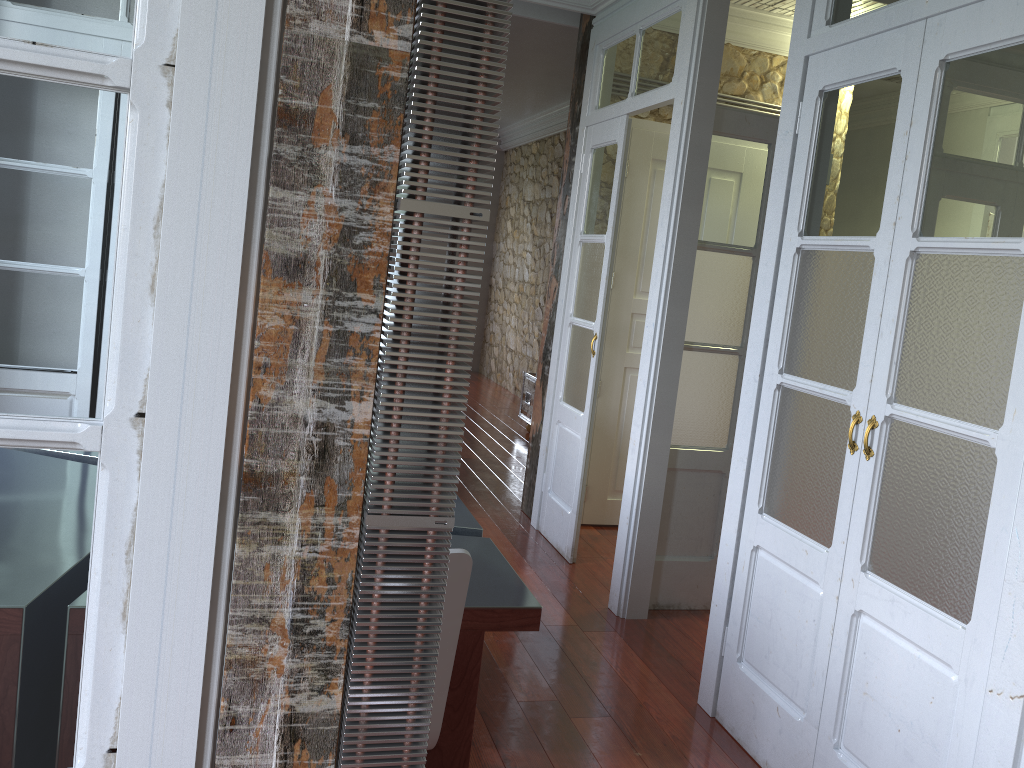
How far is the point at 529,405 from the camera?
7.42m

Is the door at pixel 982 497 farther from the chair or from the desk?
the chair

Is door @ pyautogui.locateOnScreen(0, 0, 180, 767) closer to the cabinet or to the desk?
the desk

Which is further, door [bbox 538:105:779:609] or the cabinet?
the cabinet

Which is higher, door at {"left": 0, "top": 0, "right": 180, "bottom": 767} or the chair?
door at {"left": 0, "top": 0, "right": 180, "bottom": 767}

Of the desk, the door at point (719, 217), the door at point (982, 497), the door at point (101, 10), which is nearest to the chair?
the desk

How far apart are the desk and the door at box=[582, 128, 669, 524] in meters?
2.2

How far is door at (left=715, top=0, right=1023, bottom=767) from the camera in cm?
202

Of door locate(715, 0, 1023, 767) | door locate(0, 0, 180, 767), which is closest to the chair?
door locate(0, 0, 180, 767)

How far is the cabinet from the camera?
7.42m
